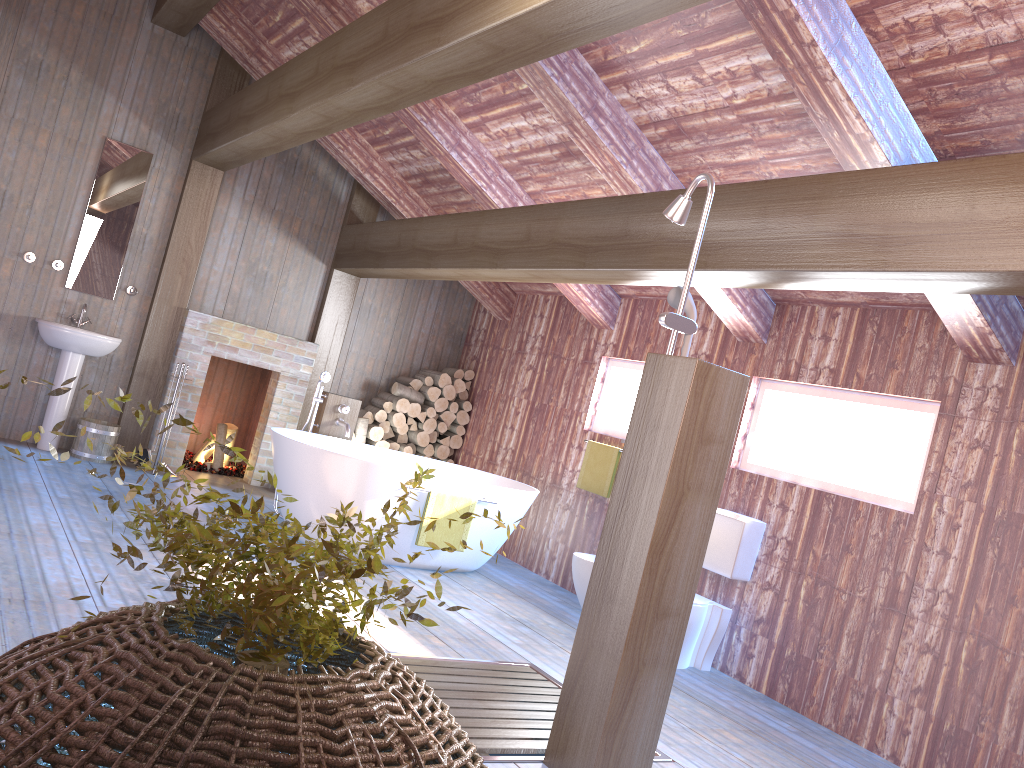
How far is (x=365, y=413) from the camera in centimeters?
780cm

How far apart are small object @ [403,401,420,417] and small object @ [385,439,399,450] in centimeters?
32cm

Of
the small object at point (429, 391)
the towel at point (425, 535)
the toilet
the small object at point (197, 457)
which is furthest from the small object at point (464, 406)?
the toilet

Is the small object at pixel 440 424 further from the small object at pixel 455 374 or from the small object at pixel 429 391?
the small object at pixel 455 374

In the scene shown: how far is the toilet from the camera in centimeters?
493cm

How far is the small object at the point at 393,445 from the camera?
7.9 meters

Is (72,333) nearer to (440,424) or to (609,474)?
(440,424)

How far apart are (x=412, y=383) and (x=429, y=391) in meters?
0.2 m

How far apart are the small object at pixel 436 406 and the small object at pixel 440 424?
0.15m

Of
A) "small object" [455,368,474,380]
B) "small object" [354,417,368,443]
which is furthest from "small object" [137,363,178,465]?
"small object" [455,368,474,380]
